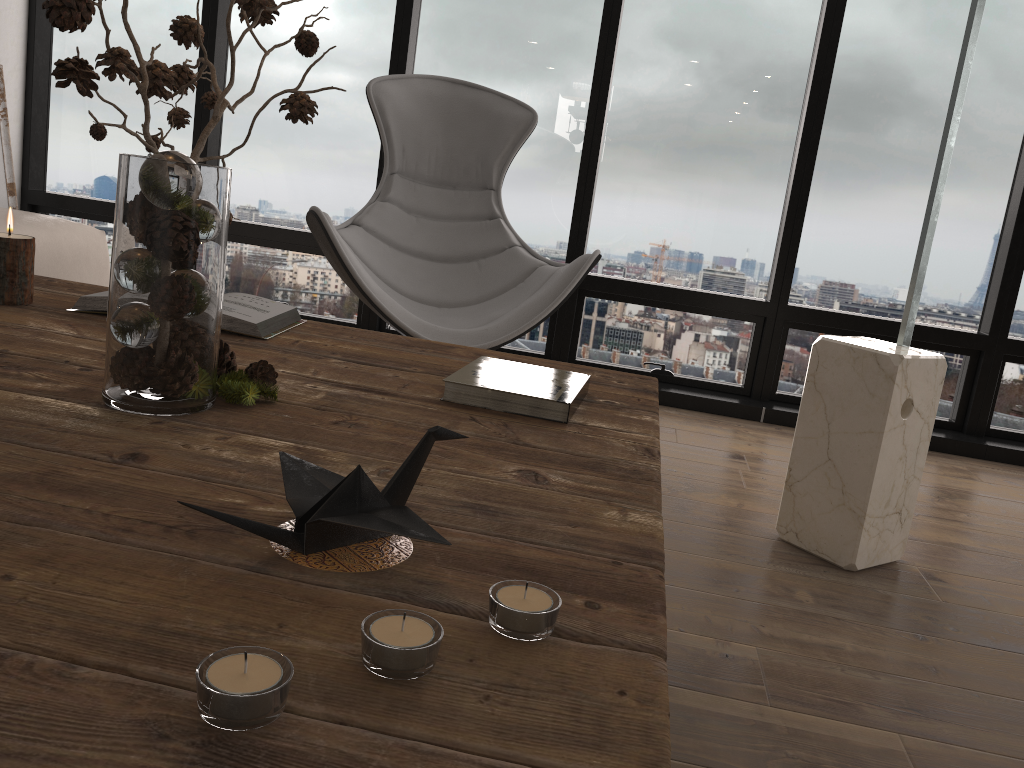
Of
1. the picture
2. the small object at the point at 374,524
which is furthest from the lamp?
Answer: the picture

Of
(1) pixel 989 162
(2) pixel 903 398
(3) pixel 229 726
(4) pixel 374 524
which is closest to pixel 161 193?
(4) pixel 374 524

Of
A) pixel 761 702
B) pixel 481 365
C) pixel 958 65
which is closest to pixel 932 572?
pixel 761 702

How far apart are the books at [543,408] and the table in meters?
0.0

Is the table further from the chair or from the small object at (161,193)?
the chair

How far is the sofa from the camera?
2.6m

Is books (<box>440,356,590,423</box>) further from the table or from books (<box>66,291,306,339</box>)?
books (<box>66,291,306,339</box>)

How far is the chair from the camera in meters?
2.4

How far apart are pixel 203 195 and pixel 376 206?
1.9 meters

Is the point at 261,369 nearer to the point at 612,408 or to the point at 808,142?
the point at 612,408
